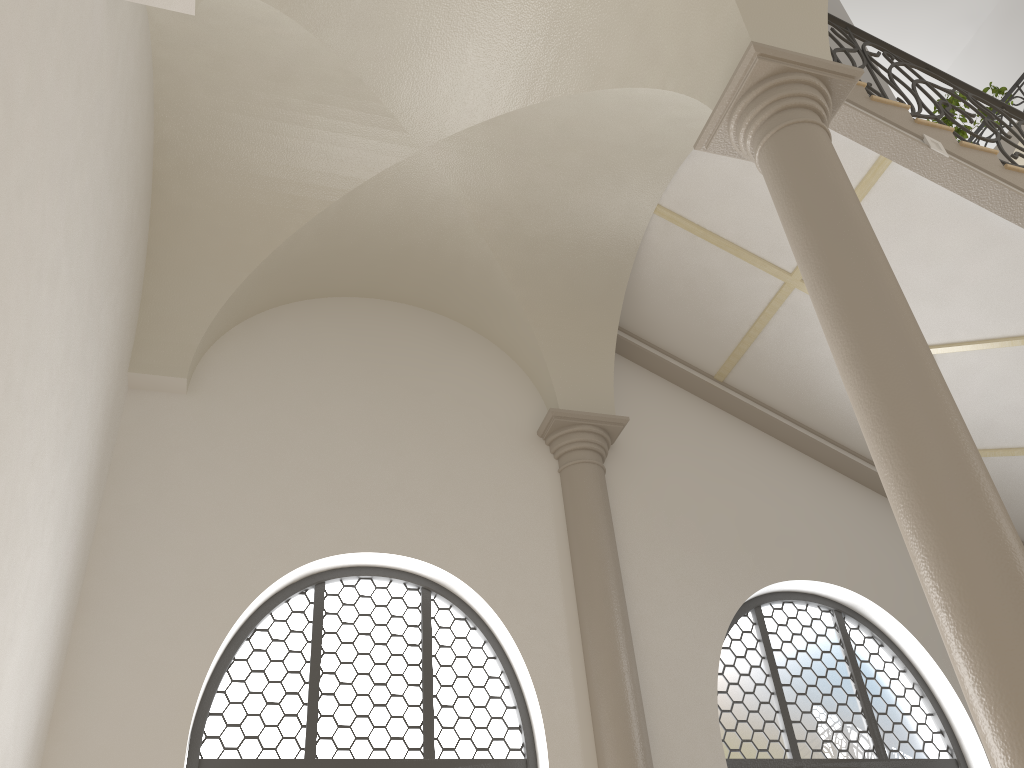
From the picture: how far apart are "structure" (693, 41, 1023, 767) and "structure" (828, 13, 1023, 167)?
1.7 meters

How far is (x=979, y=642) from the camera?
3.0m

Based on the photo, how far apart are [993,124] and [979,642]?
5.1m

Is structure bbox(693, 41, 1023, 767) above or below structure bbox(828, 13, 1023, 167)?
below

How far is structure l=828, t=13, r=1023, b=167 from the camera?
6.7m

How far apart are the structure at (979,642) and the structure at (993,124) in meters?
1.7 m

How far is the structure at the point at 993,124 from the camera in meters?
6.7

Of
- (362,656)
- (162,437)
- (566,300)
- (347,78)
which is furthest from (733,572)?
(347,78)

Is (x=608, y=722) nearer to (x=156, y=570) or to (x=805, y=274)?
(x=156, y=570)

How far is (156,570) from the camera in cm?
574
